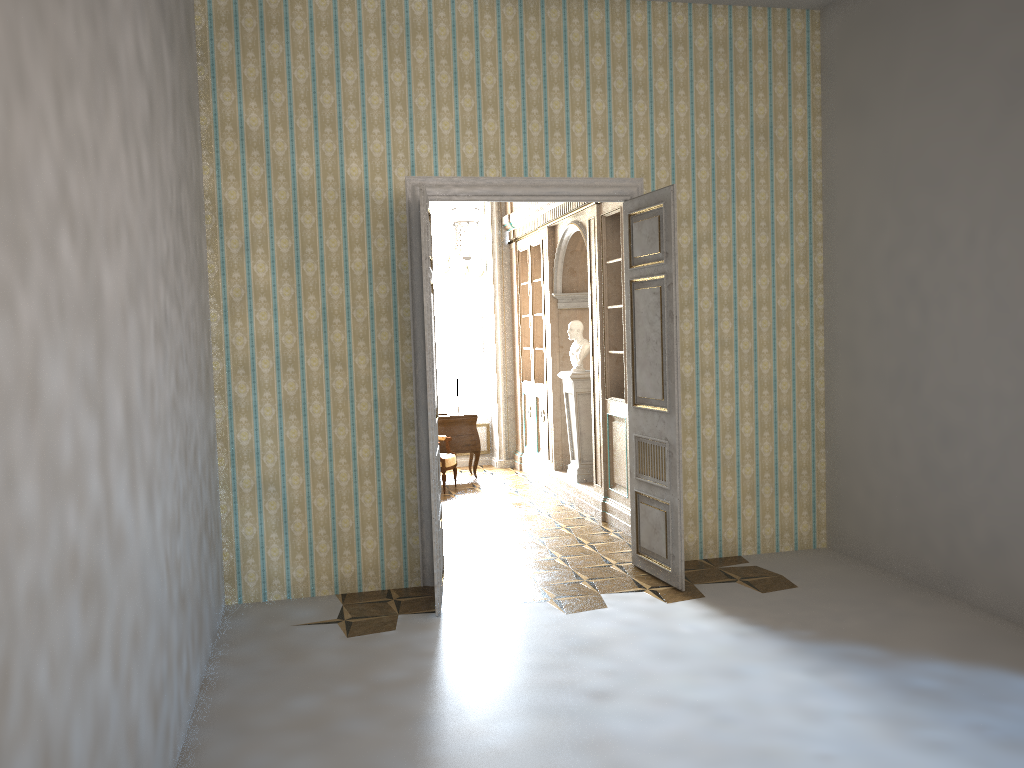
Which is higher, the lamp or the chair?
the lamp

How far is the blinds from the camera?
11.43m

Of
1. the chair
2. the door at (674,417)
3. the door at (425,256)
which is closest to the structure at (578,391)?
the chair

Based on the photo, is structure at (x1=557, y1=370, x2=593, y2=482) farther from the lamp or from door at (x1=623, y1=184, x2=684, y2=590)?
door at (x1=623, y1=184, x2=684, y2=590)

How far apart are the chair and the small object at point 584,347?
1.8m

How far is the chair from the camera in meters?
9.7

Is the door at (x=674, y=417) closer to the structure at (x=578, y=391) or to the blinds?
the structure at (x=578, y=391)

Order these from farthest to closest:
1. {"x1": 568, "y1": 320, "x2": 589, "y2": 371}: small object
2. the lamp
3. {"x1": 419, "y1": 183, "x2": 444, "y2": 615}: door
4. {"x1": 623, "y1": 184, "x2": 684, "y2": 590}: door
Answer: {"x1": 568, "y1": 320, "x2": 589, "y2": 371}: small object
the lamp
{"x1": 623, "y1": 184, "x2": 684, "y2": 590}: door
{"x1": 419, "y1": 183, "x2": 444, "y2": 615}: door

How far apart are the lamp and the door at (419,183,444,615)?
1.73m

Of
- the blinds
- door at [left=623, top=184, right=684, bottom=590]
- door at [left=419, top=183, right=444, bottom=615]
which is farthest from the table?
door at [left=419, top=183, right=444, bottom=615]
